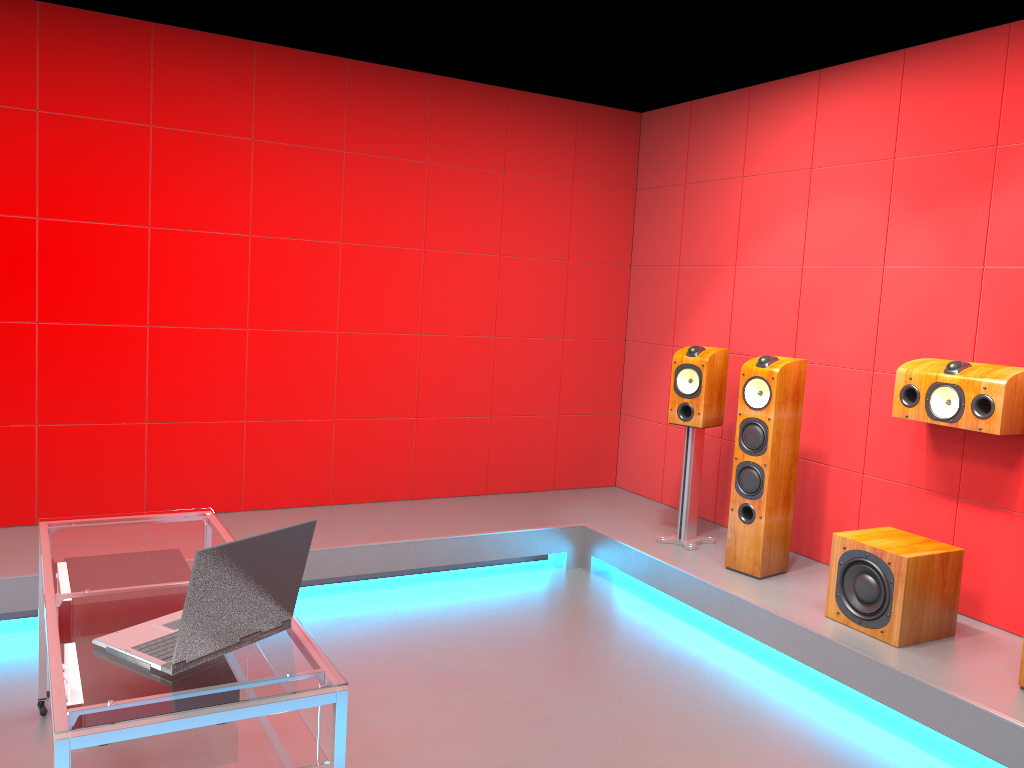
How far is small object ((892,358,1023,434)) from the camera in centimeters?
347cm

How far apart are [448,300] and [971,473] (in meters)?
2.93

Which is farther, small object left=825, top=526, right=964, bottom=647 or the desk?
small object left=825, top=526, right=964, bottom=647

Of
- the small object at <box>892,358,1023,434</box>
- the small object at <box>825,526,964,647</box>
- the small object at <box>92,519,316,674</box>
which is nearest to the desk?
the small object at <box>92,519,316,674</box>

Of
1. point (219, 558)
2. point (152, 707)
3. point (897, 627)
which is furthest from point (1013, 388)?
point (152, 707)

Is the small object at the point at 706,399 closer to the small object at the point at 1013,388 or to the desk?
the small object at the point at 1013,388

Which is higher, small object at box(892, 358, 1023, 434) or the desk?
small object at box(892, 358, 1023, 434)

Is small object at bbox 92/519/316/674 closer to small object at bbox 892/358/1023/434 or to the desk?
the desk

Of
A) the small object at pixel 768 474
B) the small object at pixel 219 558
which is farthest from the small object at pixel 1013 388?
the small object at pixel 219 558

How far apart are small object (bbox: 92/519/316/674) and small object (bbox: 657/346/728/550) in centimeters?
288cm
